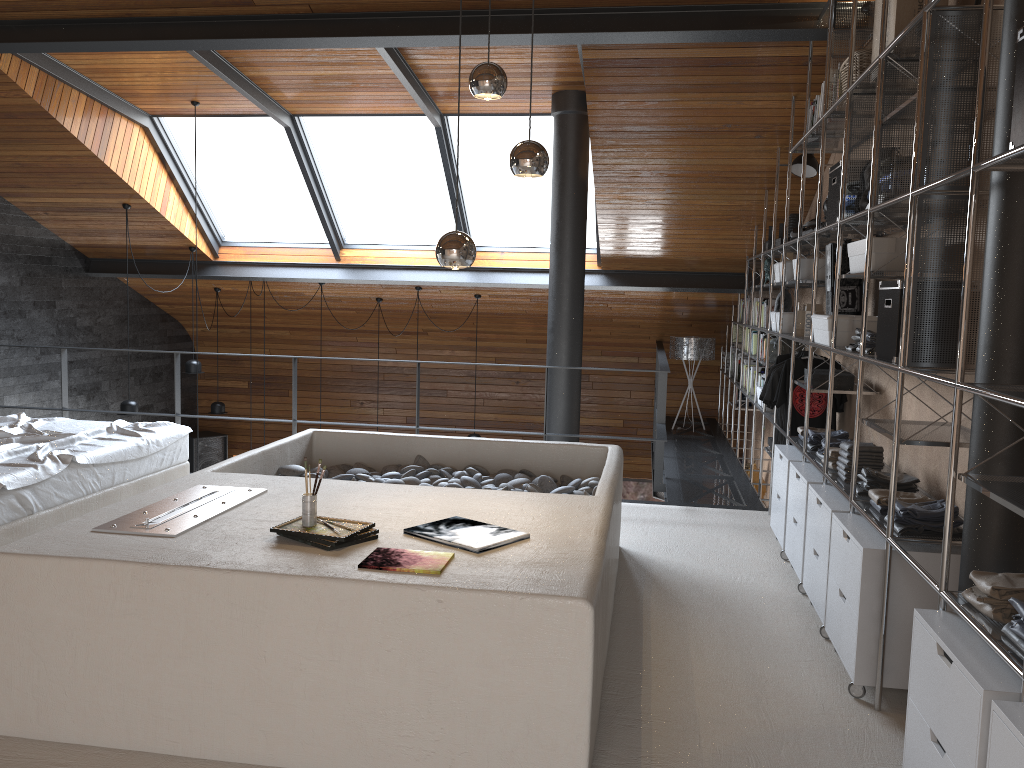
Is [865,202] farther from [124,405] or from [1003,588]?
[124,405]

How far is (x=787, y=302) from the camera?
6.37m

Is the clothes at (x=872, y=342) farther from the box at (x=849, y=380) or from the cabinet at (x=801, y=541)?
the box at (x=849, y=380)

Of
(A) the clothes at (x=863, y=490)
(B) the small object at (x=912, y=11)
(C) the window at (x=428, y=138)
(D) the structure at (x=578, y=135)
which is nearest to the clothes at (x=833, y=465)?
(A) the clothes at (x=863, y=490)

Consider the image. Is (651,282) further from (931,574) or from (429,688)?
(429,688)

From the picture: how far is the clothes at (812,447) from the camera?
4.7 meters

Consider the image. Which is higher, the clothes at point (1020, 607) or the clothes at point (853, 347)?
the clothes at point (853, 347)

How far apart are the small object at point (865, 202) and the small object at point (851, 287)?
0.72m

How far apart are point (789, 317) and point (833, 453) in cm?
178

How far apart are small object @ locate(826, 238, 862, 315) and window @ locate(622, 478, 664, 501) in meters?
6.5
